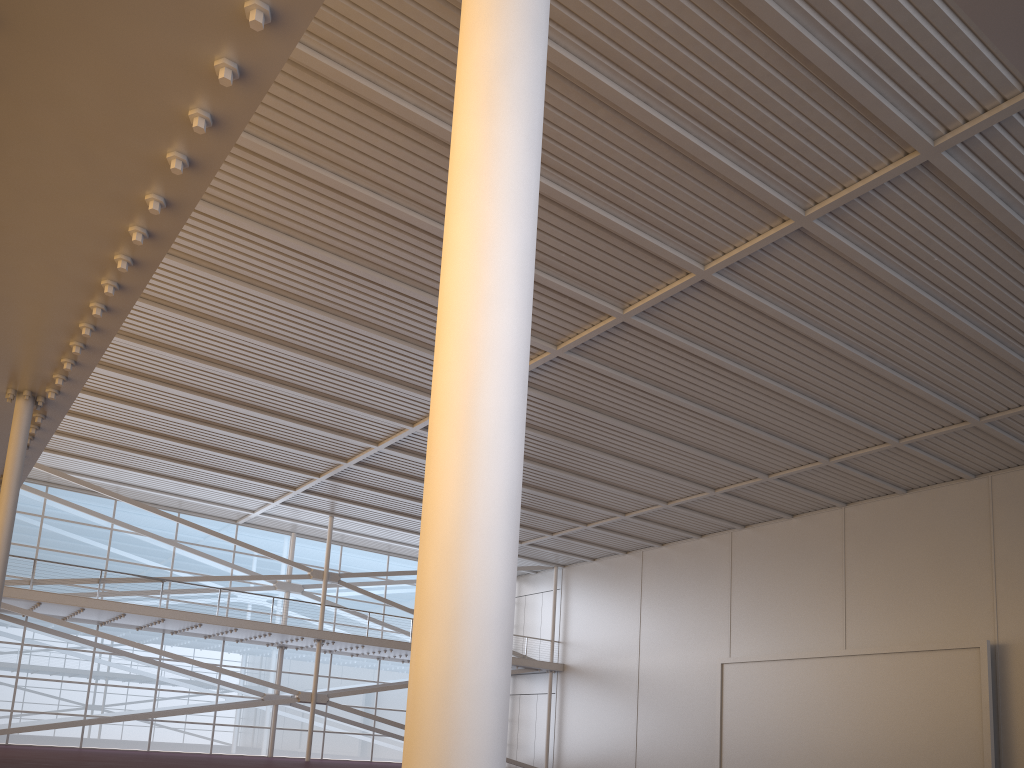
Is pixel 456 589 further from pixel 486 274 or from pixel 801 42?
pixel 801 42
